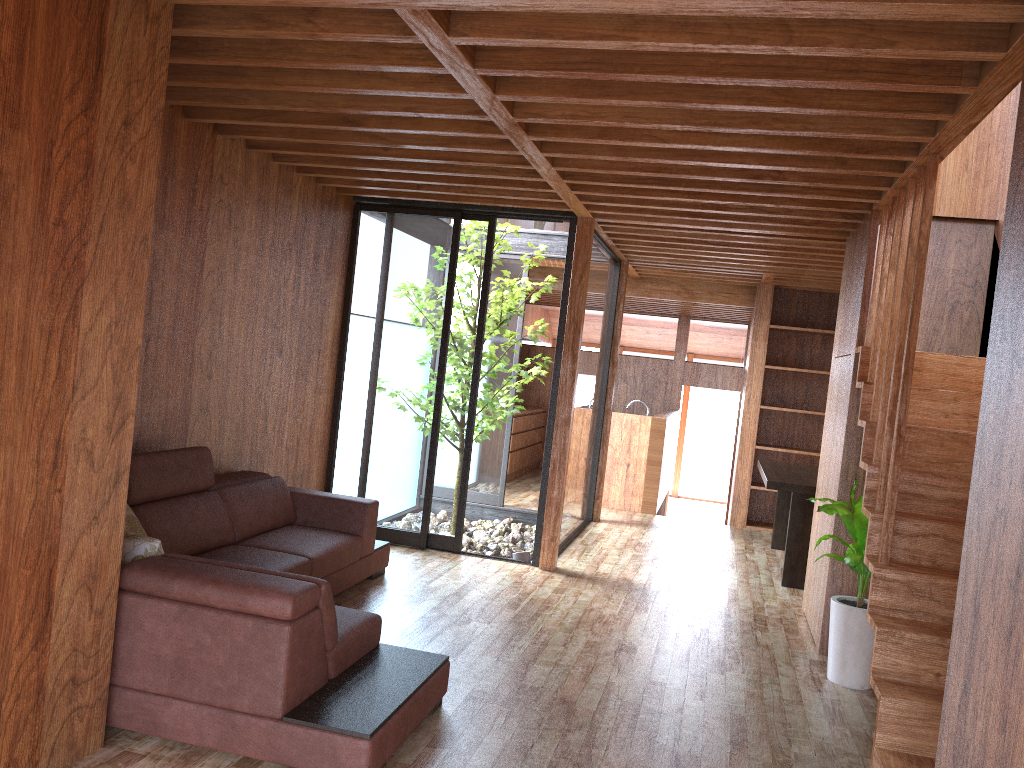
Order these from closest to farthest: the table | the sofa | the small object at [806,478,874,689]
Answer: the sofa, the small object at [806,478,874,689], the table

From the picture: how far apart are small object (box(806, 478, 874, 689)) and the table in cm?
154

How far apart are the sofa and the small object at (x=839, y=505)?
1.83m

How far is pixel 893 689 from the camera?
3.03m

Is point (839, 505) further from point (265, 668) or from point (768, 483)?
point (265, 668)

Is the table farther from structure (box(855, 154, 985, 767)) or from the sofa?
the sofa

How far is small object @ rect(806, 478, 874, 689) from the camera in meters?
4.0 m

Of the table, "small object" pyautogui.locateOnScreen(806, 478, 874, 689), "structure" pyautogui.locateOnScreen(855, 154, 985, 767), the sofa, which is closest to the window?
Answer: the sofa

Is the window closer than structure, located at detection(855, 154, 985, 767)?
No

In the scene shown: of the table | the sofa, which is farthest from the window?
the table
